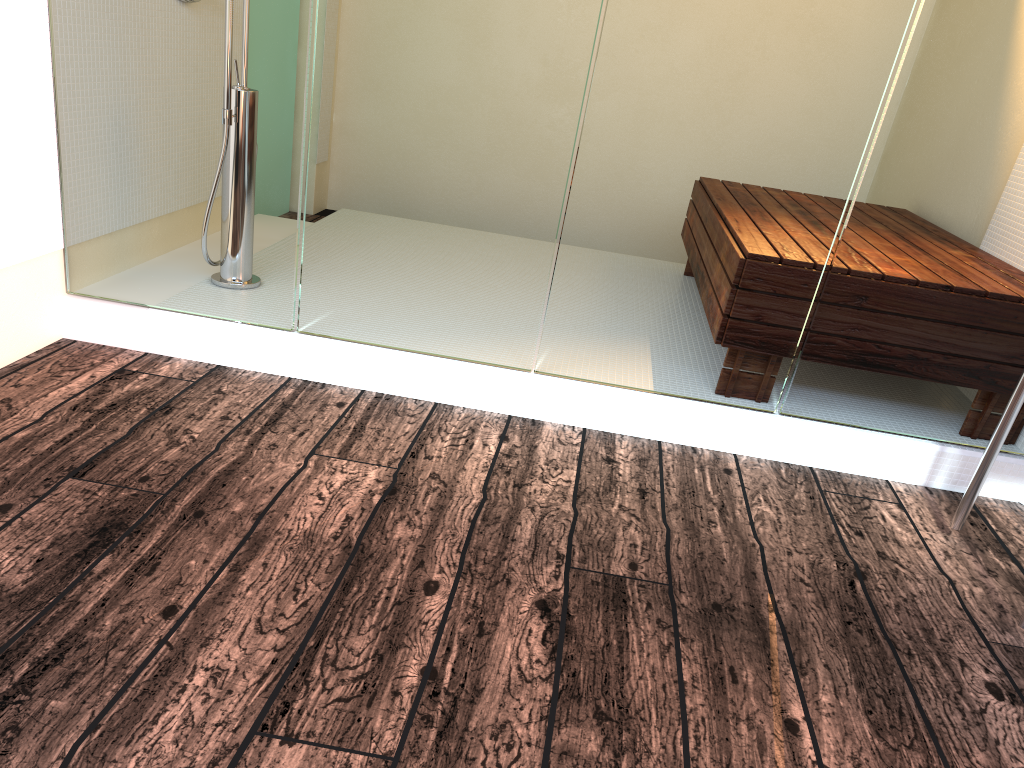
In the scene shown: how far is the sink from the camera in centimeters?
198cm

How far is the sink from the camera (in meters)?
1.98

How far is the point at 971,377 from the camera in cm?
233

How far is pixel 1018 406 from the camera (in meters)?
1.98
